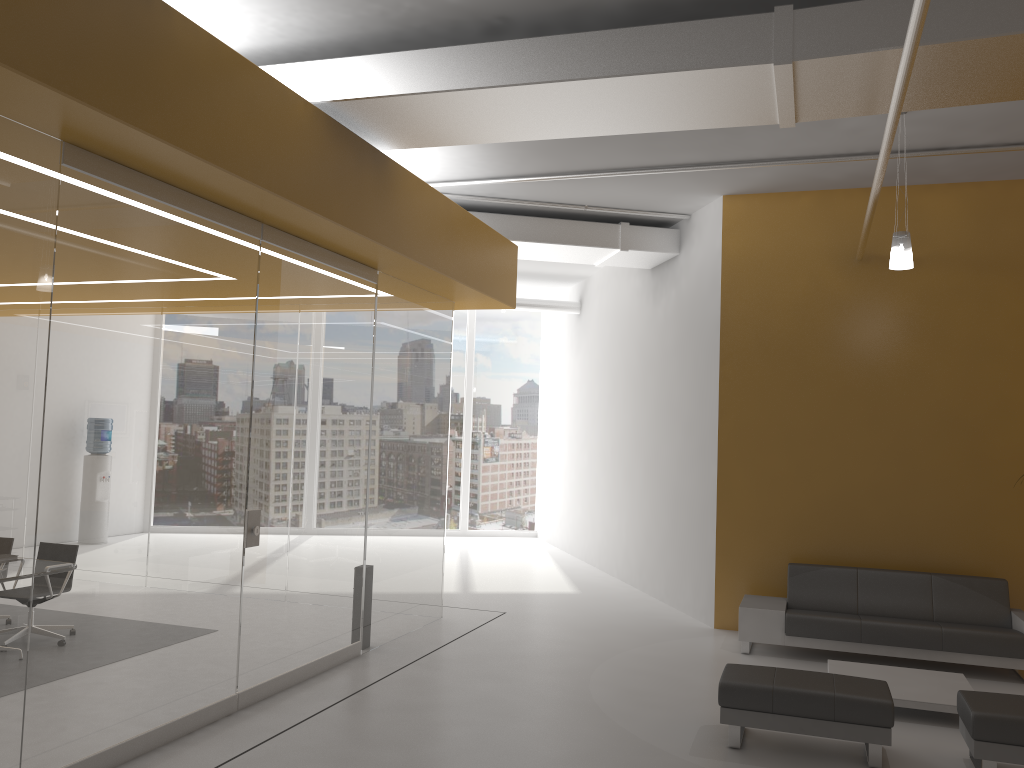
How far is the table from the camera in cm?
615

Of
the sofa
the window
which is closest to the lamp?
the sofa

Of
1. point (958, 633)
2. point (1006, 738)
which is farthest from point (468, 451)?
point (1006, 738)

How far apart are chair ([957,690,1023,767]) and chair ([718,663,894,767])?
0.4m

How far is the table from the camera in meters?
6.1

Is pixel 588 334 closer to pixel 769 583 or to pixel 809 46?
pixel 769 583

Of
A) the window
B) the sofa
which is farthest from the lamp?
the window

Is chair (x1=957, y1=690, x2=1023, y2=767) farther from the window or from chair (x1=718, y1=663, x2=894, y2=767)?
the window

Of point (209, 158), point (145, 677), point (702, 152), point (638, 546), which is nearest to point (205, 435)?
point (145, 677)

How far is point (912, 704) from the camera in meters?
6.1
